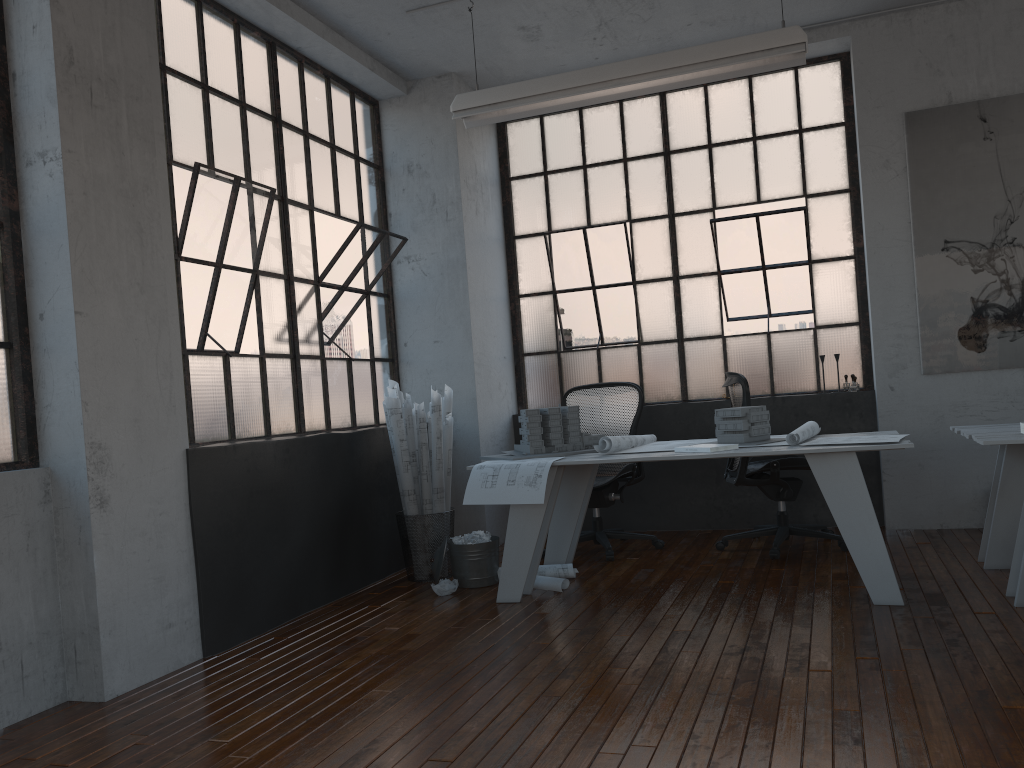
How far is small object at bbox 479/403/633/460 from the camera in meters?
4.8

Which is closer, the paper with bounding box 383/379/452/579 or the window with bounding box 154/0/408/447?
the window with bounding box 154/0/408/447

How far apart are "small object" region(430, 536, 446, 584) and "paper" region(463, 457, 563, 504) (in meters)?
0.67

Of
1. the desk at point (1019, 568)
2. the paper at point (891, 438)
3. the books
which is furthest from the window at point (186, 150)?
the desk at point (1019, 568)

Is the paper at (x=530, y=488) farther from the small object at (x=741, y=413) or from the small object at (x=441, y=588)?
the small object at (x=741, y=413)

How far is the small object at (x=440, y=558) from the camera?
4.81m

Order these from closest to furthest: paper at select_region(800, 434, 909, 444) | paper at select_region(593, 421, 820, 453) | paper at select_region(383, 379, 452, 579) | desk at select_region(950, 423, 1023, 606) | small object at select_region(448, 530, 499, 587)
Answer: desk at select_region(950, 423, 1023, 606), paper at select_region(800, 434, 909, 444), paper at select_region(593, 421, 820, 453), small object at select_region(448, 530, 499, 587), paper at select_region(383, 379, 452, 579)

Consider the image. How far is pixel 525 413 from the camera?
4.75m

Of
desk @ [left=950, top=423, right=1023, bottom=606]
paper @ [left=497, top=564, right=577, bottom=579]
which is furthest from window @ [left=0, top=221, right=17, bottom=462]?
desk @ [left=950, top=423, right=1023, bottom=606]

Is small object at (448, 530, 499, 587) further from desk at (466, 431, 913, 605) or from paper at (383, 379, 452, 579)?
desk at (466, 431, 913, 605)
